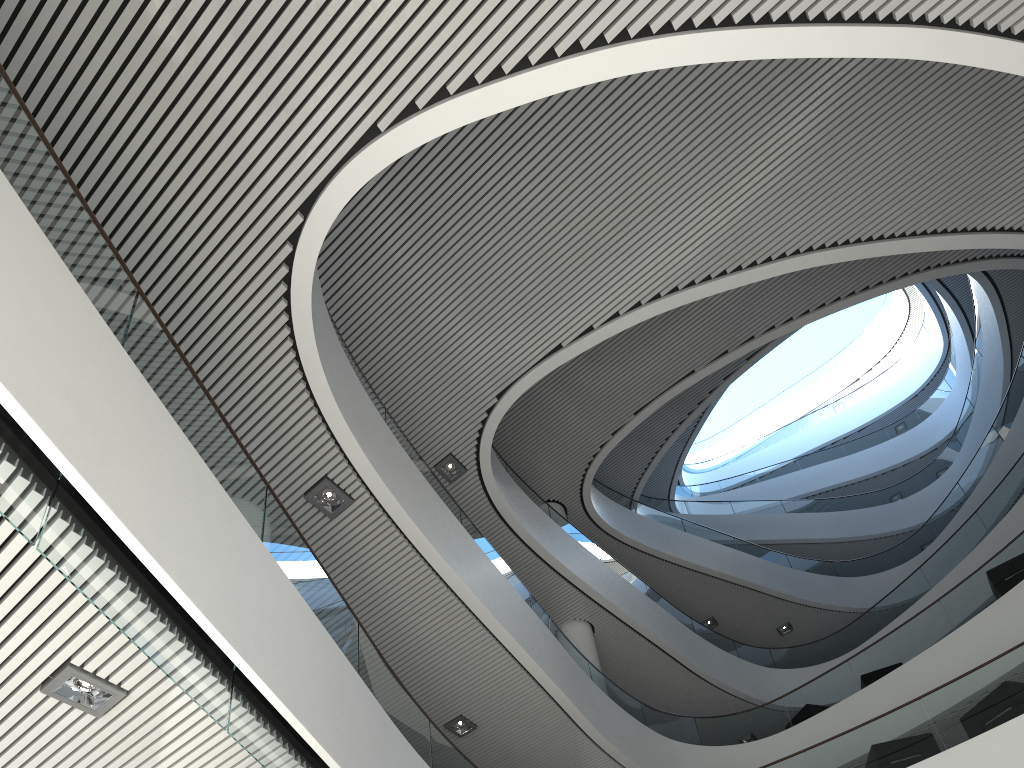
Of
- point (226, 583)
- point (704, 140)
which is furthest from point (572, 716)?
point (704, 140)
